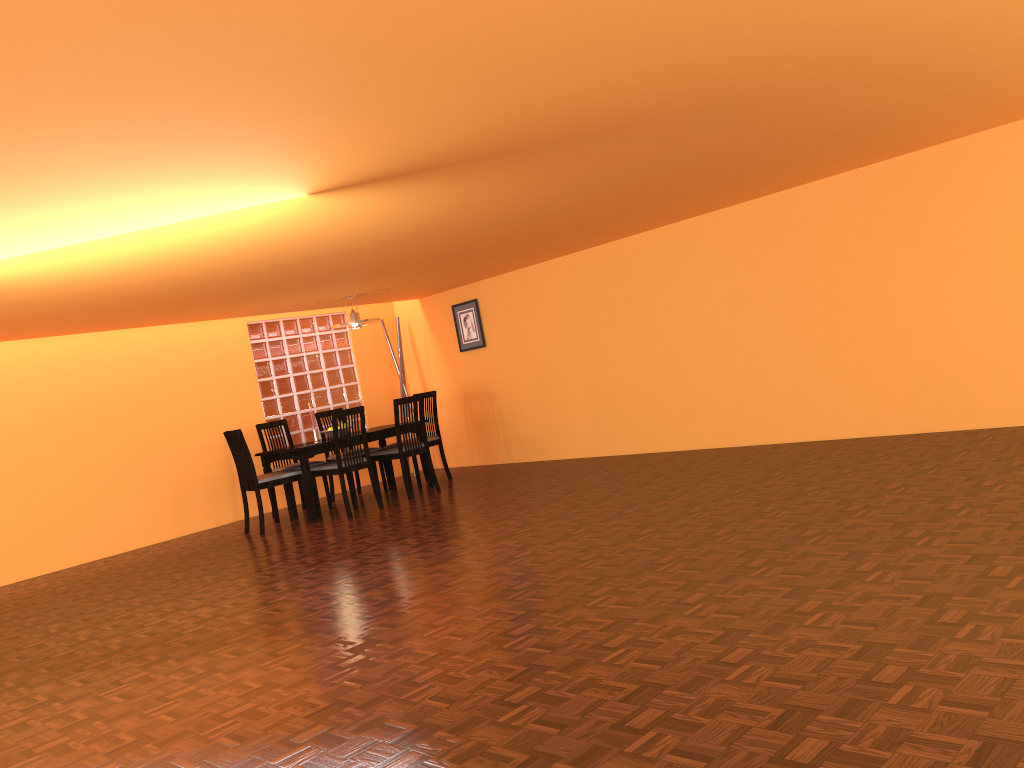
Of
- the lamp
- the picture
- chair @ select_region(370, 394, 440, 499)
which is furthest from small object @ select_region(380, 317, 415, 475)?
chair @ select_region(370, 394, 440, 499)

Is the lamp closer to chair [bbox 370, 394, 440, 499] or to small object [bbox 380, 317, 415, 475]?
chair [bbox 370, 394, 440, 499]

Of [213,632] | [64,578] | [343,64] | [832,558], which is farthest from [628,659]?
[64,578]

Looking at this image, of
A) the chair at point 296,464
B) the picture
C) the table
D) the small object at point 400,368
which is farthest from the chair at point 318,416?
the picture

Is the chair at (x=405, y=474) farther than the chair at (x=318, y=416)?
No

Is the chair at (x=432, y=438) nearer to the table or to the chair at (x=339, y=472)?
the table

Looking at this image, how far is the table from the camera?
6.6 meters

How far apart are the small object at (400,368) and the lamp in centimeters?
132cm

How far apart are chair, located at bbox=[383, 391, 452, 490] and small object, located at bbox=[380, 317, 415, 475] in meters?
0.9

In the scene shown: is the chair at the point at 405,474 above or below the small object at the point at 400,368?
below
